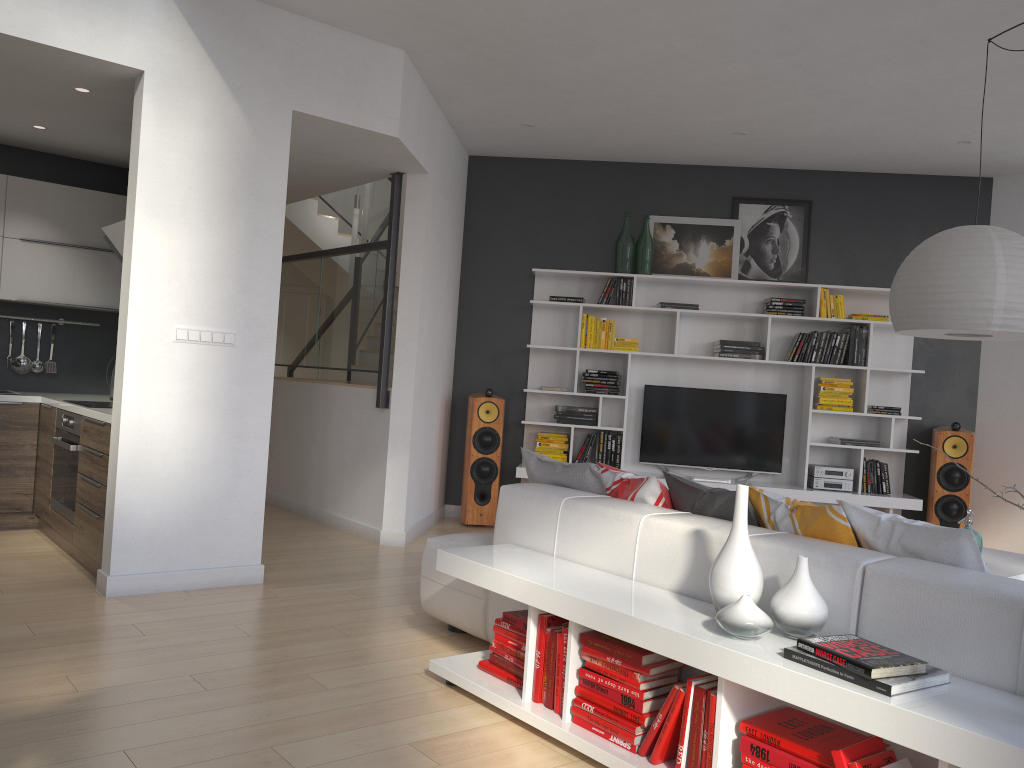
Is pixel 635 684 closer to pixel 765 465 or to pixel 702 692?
pixel 702 692

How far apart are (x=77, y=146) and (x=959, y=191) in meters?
6.5 m

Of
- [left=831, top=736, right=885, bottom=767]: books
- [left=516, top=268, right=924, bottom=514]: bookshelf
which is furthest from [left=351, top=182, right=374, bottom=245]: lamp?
[left=831, top=736, right=885, bottom=767]: books

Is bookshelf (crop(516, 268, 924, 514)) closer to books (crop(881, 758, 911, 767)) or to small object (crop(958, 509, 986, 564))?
small object (crop(958, 509, 986, 564))

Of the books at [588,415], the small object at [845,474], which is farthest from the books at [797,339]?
the books at [588,415]

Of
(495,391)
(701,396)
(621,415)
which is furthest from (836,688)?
(495,391)

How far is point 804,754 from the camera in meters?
2.2 m

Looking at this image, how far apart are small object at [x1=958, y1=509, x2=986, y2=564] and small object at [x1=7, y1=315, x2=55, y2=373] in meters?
5.8 m

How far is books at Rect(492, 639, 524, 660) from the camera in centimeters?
315cm

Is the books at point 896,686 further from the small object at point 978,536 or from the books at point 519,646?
the small object at point 978,536
